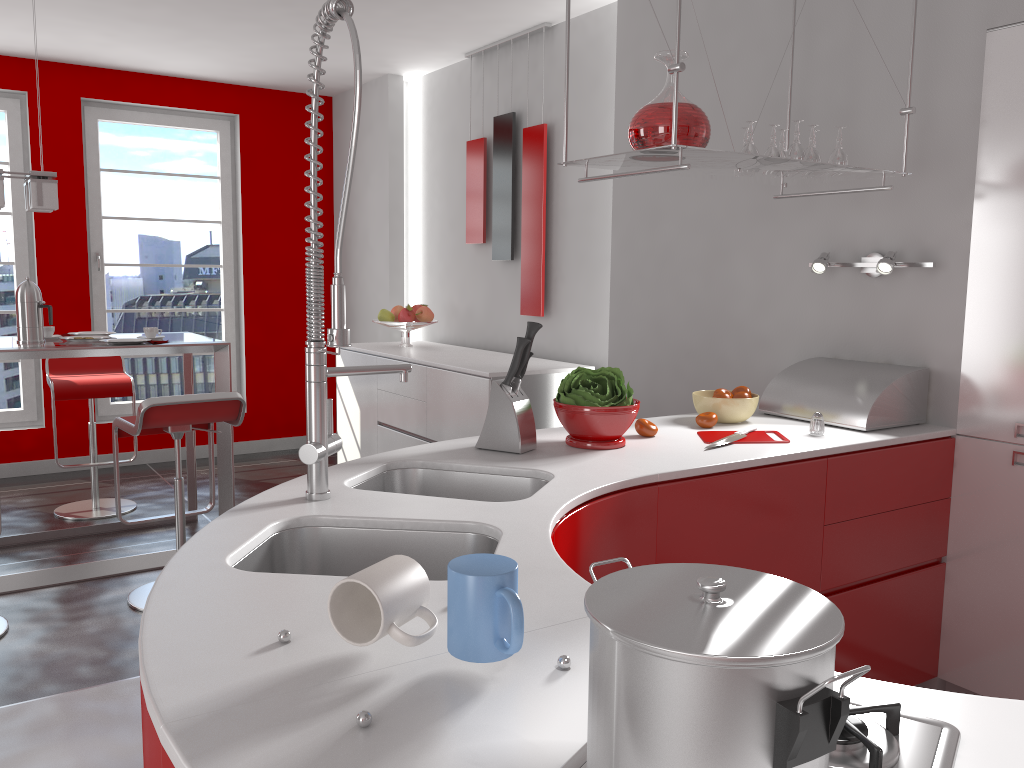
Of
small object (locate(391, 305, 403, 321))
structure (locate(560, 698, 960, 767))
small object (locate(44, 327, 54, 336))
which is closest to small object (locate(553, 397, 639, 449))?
structure (locate(560, 698, 960, 767))

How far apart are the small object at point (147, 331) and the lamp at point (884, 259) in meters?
2.9 m

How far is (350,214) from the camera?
6.4 meters

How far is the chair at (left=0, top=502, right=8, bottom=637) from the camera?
3.2m

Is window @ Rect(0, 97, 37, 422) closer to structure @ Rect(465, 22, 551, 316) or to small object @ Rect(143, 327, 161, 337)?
small object @ Rect(143, 327, 161, 337)

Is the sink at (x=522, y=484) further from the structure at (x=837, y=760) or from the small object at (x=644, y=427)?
the structure at (x=837, y=760)

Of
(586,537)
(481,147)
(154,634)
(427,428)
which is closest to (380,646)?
(154,634)

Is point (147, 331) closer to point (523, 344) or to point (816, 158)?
point (523, 344)

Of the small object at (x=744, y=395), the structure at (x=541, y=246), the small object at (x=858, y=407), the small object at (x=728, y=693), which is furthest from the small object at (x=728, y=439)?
the structure at (x=541, y=246)

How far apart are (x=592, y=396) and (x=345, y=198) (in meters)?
0.95
